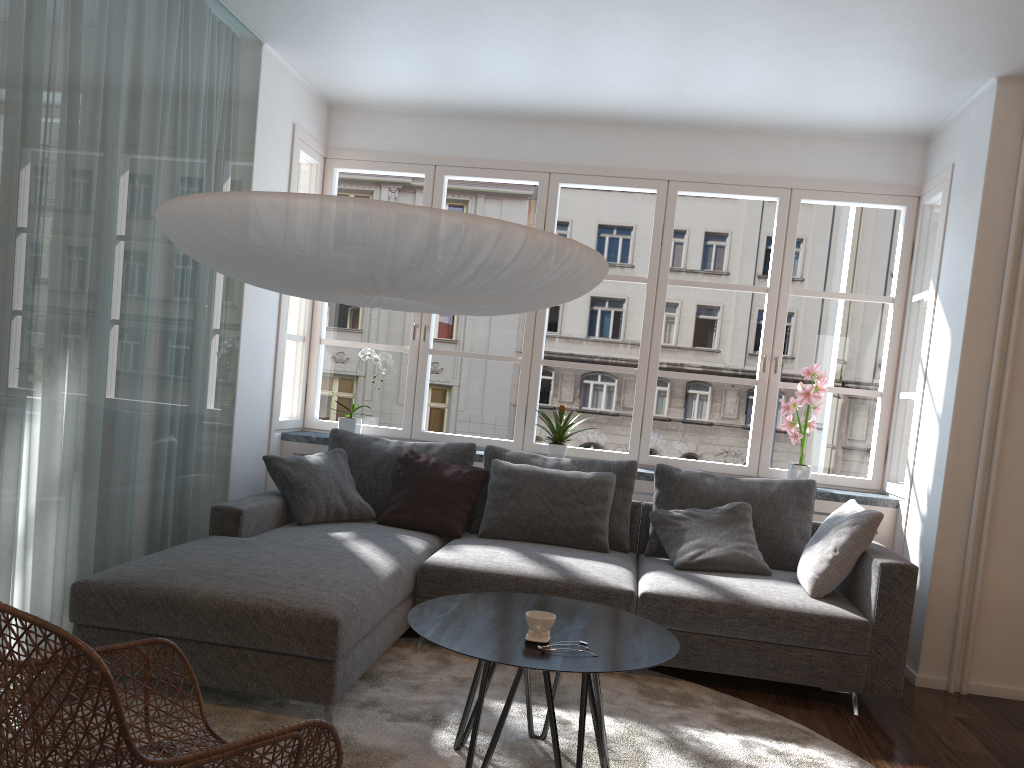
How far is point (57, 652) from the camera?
1.6m

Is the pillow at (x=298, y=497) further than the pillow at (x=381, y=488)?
No

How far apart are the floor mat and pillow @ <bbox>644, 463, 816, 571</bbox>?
0.7m

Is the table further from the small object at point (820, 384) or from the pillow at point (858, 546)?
Answer: the small object at point (820, 384)

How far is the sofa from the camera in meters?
2.9

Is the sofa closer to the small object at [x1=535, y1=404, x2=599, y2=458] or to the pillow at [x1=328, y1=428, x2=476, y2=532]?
the pillow at [x1=328, y1=428, x2=476, y2=532]

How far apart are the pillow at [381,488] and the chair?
2.23m

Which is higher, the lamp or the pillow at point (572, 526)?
the lamp

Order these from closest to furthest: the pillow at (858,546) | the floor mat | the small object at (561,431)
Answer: the floor mat → the pillow at (858,546) → the small object at (561,431)

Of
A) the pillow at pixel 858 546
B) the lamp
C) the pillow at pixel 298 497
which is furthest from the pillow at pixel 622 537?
the lamp
